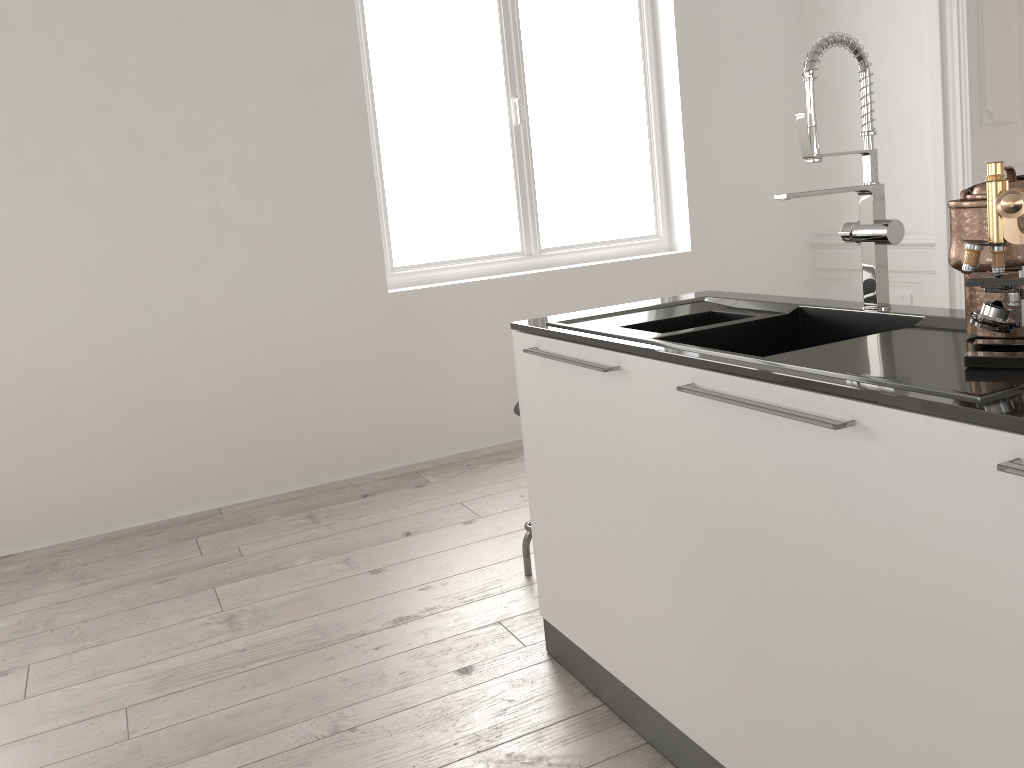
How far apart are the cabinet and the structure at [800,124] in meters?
0.0 m

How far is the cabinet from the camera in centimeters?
113cm

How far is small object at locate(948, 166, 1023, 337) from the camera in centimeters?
141cm

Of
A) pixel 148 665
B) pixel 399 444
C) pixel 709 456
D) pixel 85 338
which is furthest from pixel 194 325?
pixel 709 456

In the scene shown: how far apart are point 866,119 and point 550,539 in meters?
1.2

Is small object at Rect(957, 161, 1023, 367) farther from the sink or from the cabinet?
the cabinet

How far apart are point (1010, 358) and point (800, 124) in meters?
0.7 m

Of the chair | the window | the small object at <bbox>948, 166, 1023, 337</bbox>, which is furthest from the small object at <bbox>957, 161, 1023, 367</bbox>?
the window

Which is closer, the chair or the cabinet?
the cabinet

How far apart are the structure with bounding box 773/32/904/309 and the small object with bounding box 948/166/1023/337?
0.3m
